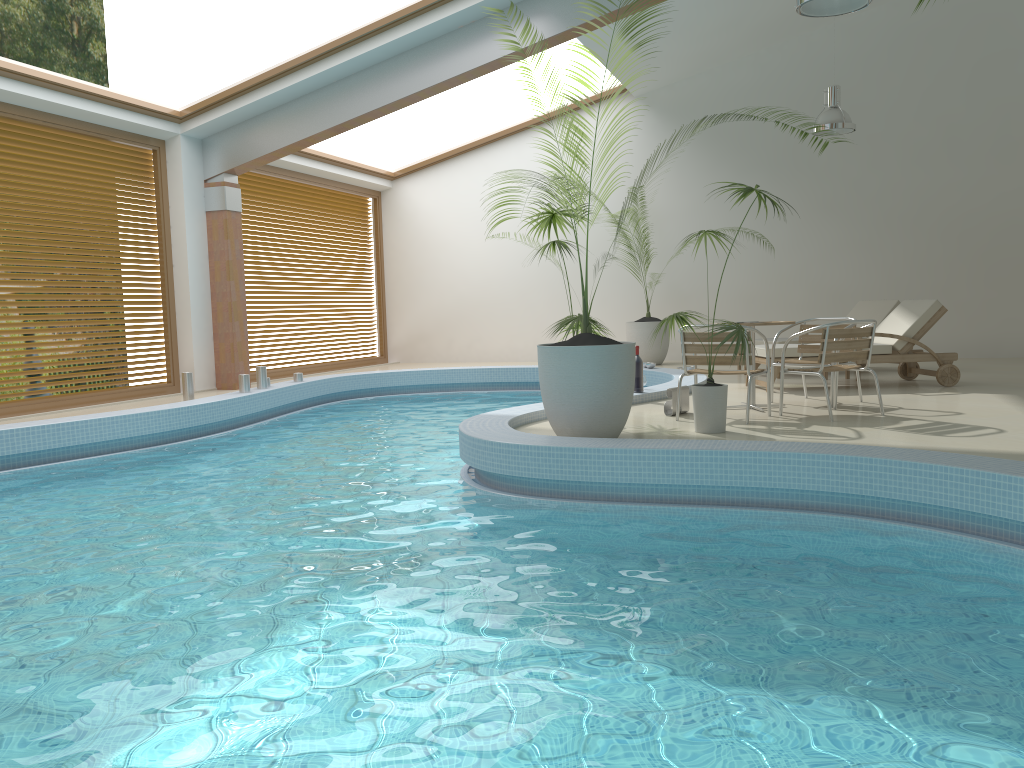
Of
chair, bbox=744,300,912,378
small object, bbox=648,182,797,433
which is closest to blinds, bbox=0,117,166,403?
small object, bbox=648,182,797,433

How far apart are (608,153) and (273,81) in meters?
5.9

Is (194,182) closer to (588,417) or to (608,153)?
(608,153)

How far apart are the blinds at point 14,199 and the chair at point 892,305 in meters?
8.7

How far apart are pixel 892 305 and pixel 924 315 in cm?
204

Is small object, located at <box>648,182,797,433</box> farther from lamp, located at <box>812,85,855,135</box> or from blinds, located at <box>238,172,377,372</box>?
blinds, located at <box>238,172,377,372</box>

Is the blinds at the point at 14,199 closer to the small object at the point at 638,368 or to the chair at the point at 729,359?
the small object at the point at 638,368

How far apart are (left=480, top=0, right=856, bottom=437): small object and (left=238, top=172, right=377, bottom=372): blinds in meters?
7.7 m

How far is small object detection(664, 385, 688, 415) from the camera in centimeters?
707cm

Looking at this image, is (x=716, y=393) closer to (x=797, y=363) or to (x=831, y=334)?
(x=831, y=334)
